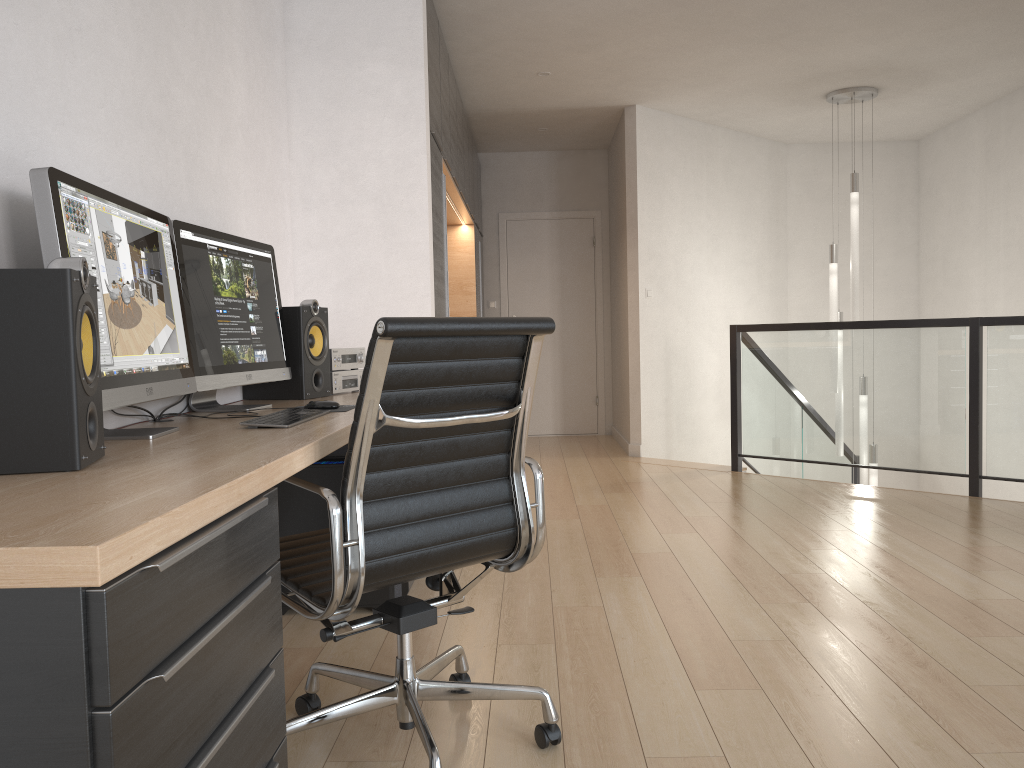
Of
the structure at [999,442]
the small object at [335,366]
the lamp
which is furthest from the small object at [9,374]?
the lamp

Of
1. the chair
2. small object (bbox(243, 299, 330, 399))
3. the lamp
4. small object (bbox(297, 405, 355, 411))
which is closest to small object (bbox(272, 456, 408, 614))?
small object (bbox(243, 299, 330, 399))

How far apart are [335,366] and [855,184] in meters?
4.7 m

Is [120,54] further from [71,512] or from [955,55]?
[955,55]

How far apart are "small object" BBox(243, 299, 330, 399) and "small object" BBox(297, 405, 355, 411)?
0.5m

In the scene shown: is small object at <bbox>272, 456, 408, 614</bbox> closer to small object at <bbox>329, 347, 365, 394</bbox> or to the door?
small object at <bbox>329, 347, 365, 394</bbox>

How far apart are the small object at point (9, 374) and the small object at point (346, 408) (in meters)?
1.07

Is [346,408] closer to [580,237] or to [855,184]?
[855,184]

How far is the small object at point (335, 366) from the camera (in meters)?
3.33

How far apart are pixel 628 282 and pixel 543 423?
2.1m
